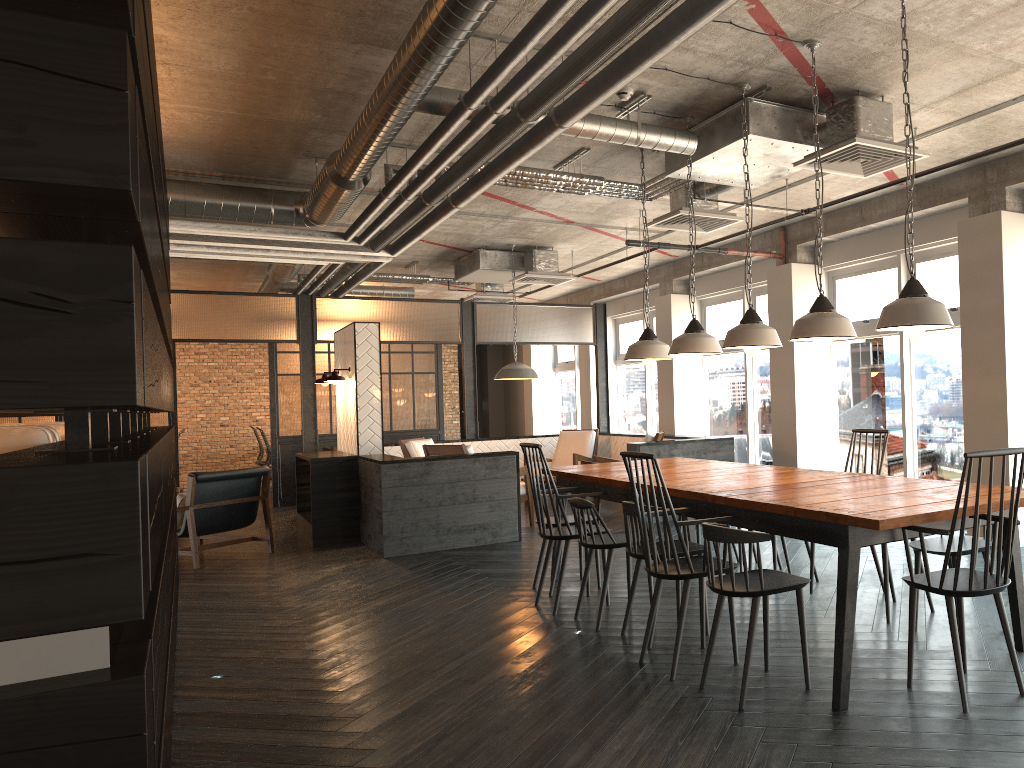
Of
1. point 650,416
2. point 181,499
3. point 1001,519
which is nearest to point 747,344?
point 1001,519

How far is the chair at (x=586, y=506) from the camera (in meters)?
4.73

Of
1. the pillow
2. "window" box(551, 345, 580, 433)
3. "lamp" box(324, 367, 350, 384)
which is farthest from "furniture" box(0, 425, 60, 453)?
"window" box(551, 345, 580, 433)

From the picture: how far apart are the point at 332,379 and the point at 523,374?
2.1m

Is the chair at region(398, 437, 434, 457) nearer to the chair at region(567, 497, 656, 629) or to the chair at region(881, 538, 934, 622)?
the chair at region(567, 497, 656, 629)

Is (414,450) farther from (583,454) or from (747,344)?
(747,344)

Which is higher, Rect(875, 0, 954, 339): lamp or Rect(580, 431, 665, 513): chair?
Rect(875, 0, 954, 339): lamp

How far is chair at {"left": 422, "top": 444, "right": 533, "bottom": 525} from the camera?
8.5m

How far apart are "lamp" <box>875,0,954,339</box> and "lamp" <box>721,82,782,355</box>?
0.9 meters

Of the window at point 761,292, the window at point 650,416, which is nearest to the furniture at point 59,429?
the window at point 761,292
